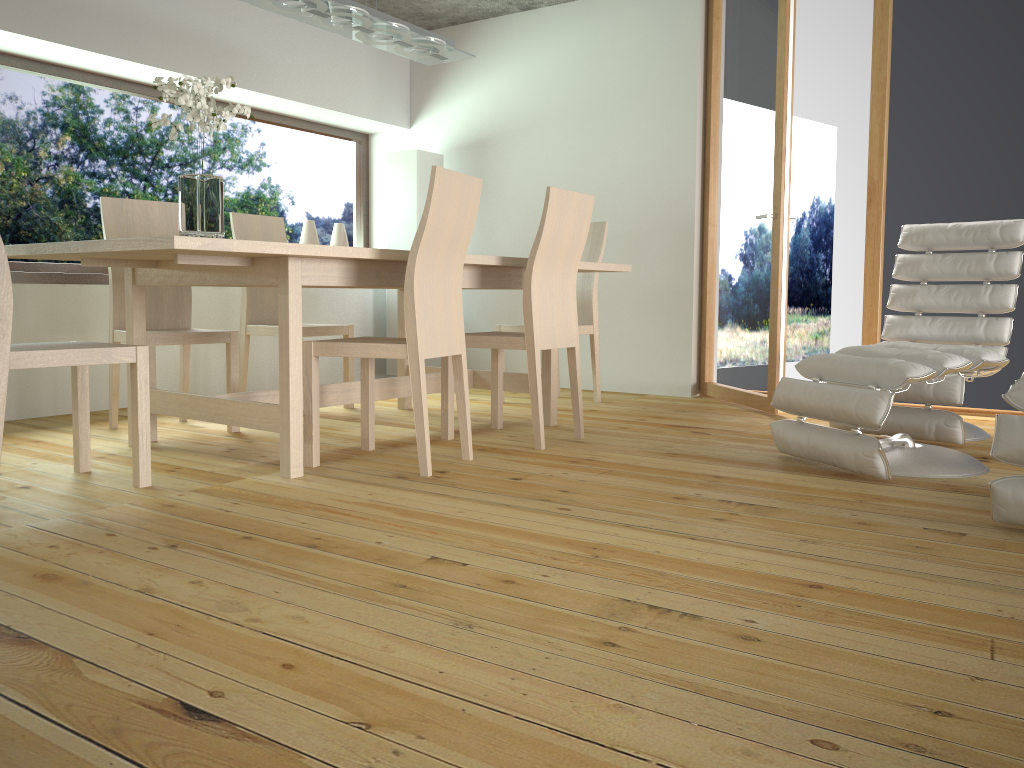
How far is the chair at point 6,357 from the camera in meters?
2.4 m

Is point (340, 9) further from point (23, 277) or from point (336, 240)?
point (336, 240)

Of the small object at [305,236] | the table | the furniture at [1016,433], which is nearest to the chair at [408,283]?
the table

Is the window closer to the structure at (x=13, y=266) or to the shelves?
the structure at (x=13, y=266)

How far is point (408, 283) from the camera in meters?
2.9 m

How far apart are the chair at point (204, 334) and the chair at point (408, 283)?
0.8 meters

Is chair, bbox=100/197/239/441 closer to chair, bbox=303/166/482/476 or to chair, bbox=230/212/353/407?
chair, bbox=230/212/353/407

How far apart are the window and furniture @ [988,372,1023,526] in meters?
4.5

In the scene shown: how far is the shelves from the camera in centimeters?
414cm

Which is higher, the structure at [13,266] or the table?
the structure at [13,266]
